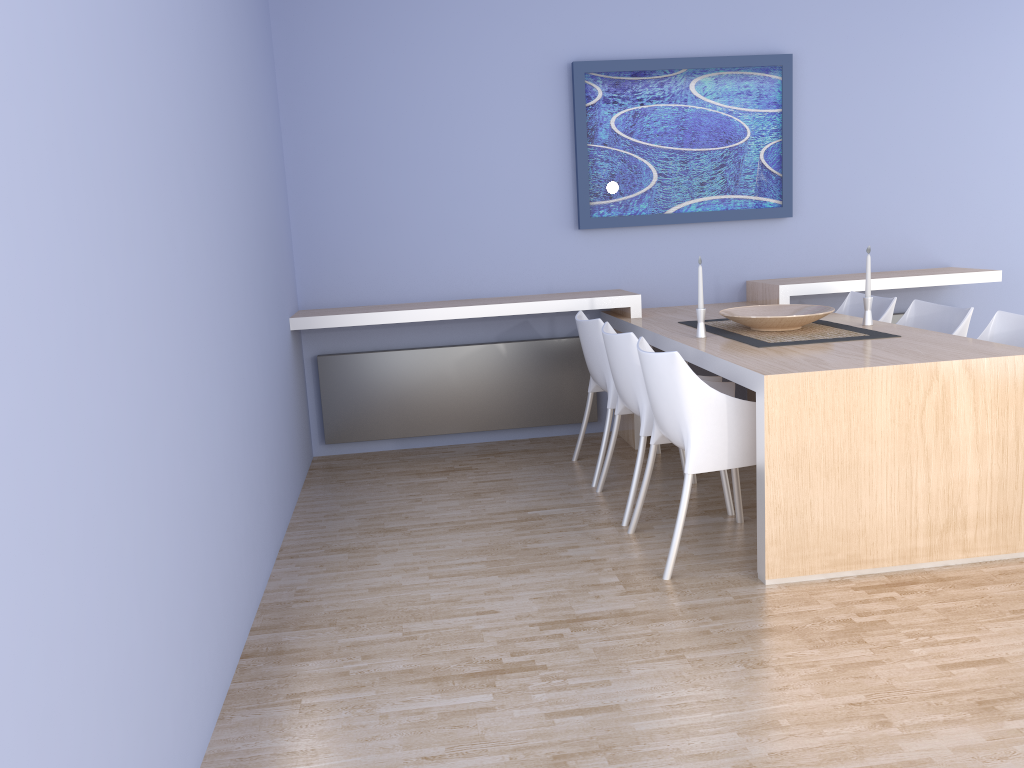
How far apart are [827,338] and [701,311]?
0.53m

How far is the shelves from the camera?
4.53m

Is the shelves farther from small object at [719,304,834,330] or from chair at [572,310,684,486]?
small object at [719,304,834,330]

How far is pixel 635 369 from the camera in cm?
359

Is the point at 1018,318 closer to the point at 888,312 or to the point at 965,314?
the point at 965,314

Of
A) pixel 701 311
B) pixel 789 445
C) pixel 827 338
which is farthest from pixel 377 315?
pixel 789 445

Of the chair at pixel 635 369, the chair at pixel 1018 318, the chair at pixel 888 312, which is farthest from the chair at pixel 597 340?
the chair at pixel 1018 318

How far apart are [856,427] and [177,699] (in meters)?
2.19

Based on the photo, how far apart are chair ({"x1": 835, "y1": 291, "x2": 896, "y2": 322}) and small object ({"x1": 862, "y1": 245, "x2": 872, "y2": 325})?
0.5 meters

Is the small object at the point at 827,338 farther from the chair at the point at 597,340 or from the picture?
the picture
